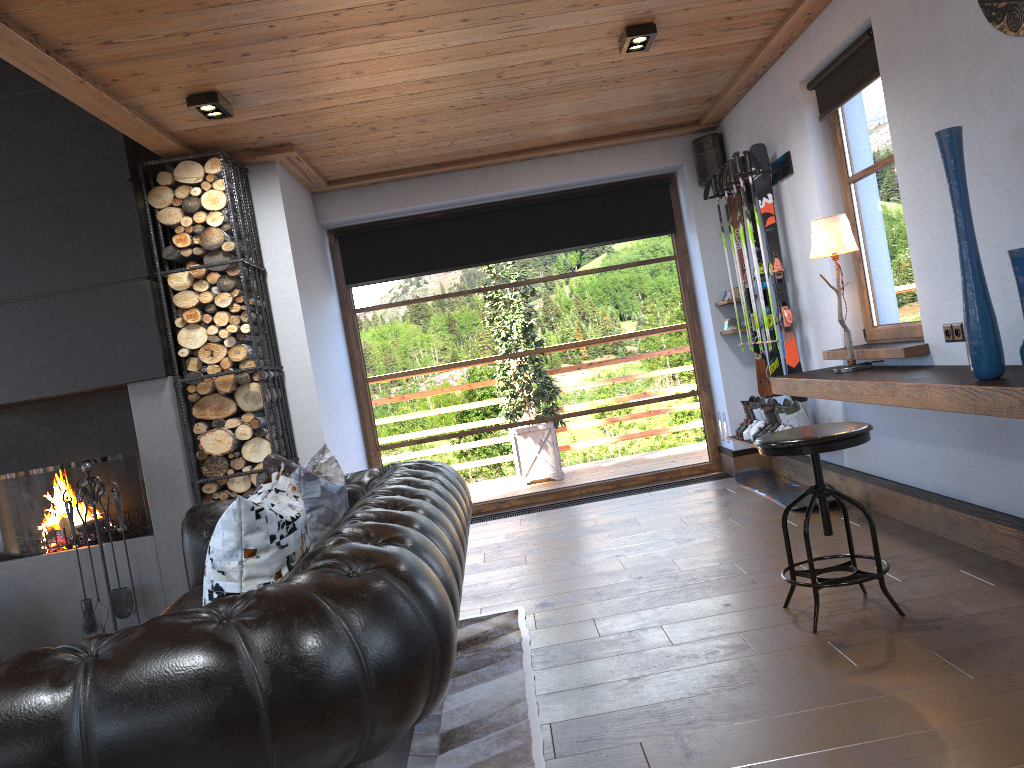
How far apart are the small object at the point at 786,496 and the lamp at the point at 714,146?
2.2 meters

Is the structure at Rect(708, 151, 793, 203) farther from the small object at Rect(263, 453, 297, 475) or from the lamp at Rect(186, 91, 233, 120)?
the small object at Rect(263, 453, 297, 475)

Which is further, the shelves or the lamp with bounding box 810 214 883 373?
the lamp with bounding box 810 214 883 373

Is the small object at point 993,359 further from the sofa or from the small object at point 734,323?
the small object at point 734,323

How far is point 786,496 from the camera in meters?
5.7

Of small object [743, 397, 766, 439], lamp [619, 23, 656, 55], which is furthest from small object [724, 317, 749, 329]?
lamp [619, 23, 656, 55]

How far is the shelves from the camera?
2.76m

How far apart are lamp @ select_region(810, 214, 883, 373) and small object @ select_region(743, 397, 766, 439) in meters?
1.5 m

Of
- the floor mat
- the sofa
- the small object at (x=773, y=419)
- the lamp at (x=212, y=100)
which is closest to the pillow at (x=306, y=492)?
the sofa

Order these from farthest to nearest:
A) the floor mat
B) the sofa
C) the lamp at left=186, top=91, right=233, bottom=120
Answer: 1. the lamp at left=186, top=91, right=233, bottom=120
2. the floor mat
3. the sofa
